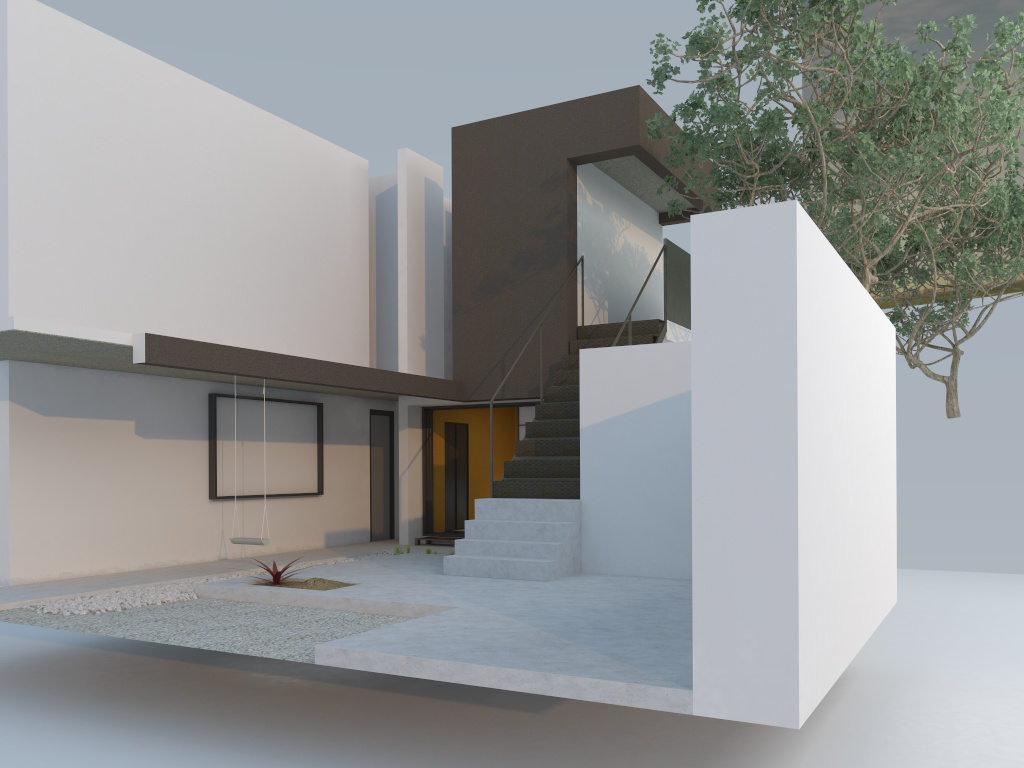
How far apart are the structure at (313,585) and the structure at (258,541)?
0.80m

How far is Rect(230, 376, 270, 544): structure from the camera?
9.0m

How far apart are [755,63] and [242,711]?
8.7m

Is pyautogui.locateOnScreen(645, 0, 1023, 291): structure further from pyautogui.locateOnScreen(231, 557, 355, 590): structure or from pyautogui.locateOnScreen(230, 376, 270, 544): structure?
pyautogui.locateOnScreen(230, 376, 270, 544): structure

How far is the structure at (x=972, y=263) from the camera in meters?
13.3

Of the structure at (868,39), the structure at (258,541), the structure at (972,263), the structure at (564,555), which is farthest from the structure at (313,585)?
the structure at (972,263)

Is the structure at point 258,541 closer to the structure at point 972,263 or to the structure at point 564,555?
the structure at point 564,555

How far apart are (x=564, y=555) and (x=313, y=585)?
2.3 meters

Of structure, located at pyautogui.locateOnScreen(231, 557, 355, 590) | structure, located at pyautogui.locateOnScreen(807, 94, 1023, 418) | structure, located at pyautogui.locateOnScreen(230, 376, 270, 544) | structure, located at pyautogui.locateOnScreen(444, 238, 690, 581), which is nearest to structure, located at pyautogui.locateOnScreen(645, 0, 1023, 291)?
structure, located at pyautogui.locateOnScreen(444, 238, 690, 581)

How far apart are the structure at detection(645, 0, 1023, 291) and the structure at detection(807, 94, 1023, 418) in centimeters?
89cm
